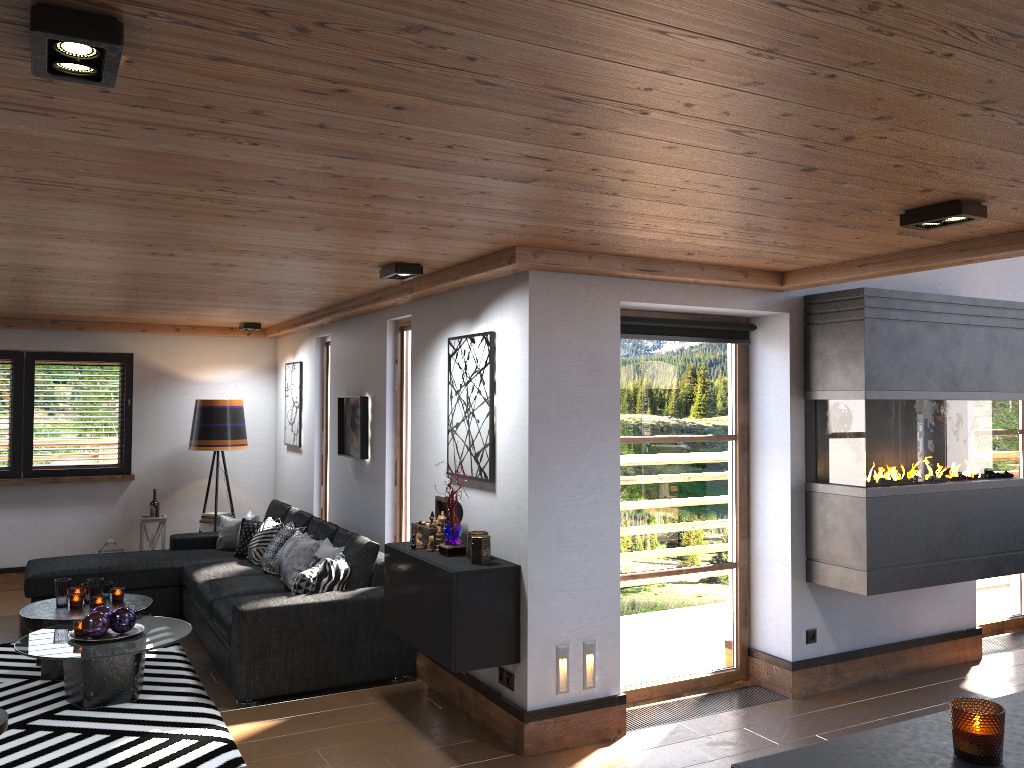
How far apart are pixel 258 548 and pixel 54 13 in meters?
5.6

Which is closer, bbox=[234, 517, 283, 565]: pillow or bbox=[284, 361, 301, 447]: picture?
bbox=[234, 517, 283, 565]: pillow

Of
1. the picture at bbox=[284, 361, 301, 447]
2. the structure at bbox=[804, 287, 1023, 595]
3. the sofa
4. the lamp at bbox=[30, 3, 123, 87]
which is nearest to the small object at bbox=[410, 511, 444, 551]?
the sofa

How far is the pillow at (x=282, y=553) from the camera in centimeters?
631cm

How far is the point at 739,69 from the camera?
1.90m

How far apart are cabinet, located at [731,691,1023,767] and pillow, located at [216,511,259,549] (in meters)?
6.41

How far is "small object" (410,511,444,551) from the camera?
4.77m

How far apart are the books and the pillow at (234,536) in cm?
67

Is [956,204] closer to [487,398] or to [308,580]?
[487,398]

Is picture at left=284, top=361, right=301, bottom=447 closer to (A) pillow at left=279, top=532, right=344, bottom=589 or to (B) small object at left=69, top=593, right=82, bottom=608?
(A) pillow at left=279, top=532, right=344, bottom=589
